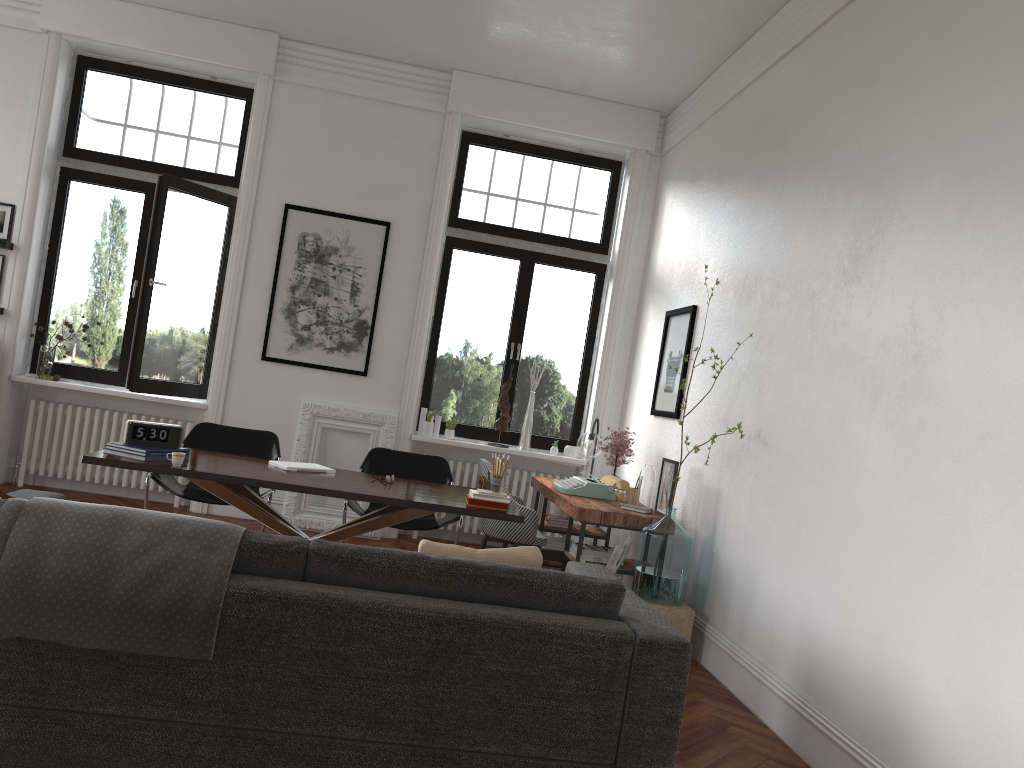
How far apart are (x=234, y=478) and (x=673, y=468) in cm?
271

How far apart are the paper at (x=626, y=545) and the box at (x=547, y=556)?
1.54m

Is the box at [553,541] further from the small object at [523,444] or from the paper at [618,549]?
the paper at [618,549]

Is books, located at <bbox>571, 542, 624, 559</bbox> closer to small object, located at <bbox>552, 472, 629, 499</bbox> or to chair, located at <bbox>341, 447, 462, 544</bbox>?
small object, located at <bbox>552, 472, 629, 499</bbox>

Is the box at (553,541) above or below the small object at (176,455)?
below

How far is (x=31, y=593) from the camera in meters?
2.6 m

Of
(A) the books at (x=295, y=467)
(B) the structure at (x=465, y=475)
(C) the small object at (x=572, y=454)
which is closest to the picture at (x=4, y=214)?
(A) the books at (x=295, y=467)

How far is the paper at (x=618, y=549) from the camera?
5.1m

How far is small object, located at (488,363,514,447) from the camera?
7.7m

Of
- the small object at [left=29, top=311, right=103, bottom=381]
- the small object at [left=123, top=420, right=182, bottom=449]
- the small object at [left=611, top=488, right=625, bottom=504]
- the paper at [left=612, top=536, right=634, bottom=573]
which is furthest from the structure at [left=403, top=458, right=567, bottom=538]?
the small object at [left=123, top=420, right=182, bottom=449]
